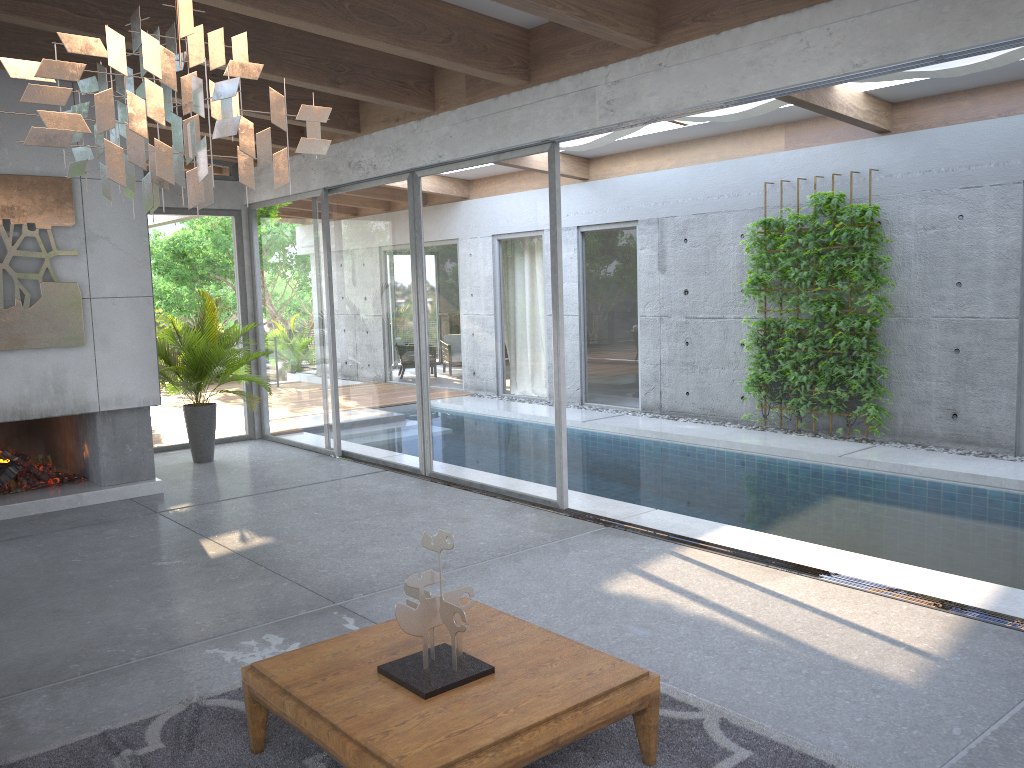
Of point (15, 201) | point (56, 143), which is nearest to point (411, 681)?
point (56, 143)

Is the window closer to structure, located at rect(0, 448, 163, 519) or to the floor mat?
structure, located at rect(0, 448, 163, 519)

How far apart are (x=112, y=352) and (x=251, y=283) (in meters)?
3.09

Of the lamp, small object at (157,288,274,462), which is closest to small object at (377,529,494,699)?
the lamp

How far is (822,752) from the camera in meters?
3.2 m

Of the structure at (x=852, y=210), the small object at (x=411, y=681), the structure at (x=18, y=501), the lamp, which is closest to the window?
the structure at (x=852, y=210)

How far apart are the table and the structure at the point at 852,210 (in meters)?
6.29

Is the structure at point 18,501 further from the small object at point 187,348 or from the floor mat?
the floor mat

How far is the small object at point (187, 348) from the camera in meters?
8.8

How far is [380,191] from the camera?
8.3m
